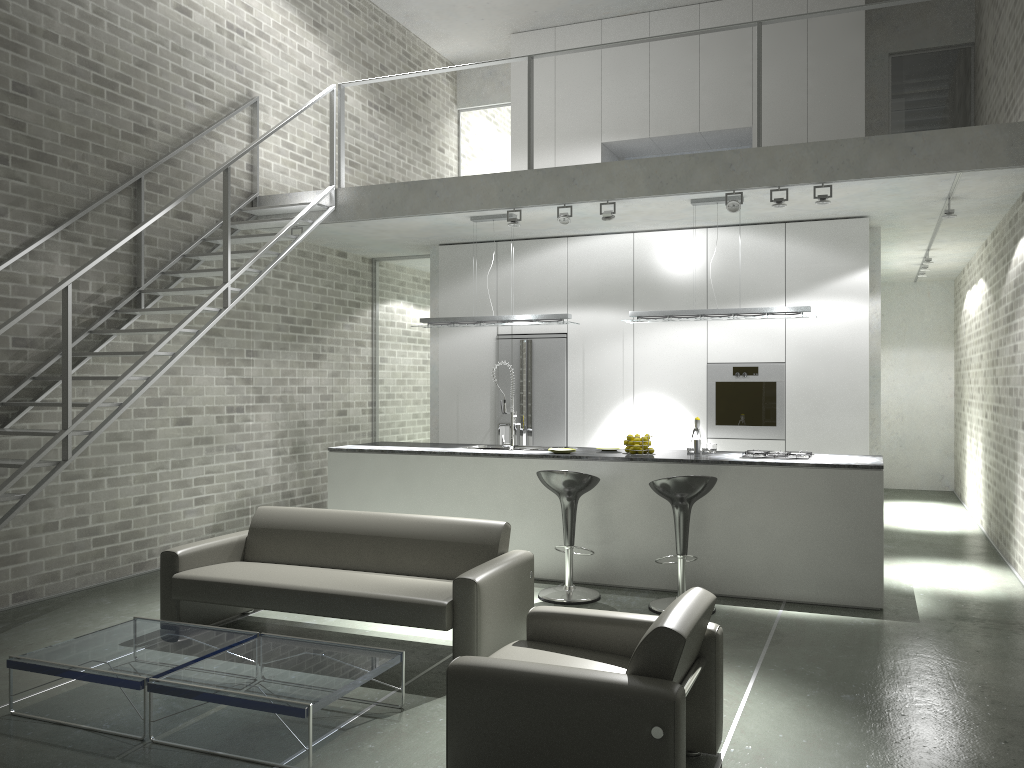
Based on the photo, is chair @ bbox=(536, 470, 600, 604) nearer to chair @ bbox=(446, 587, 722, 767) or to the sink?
the sink

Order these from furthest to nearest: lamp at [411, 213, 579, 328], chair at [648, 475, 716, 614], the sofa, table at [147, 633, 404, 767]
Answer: lamp at [411, 213, 579, 328]
chair at [648, 475, 716, 614]
the sofa
table at [147, 633, 404, 767]

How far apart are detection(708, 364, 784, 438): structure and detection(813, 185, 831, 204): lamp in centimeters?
195cm

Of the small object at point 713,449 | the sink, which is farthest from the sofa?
the small object at point 713,449

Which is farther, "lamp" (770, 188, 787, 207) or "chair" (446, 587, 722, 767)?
"lamp" (770, 188, 787, 207)

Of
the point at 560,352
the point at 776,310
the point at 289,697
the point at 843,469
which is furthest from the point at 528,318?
the point at 289,697

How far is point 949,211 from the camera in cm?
699

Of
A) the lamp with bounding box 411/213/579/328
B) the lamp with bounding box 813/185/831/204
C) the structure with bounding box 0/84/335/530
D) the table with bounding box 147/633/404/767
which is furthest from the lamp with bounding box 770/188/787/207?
the table with bounding box 147/633/404/767

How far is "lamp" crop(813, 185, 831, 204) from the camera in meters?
6.5

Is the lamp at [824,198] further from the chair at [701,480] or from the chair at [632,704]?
the chair at [632,704]
